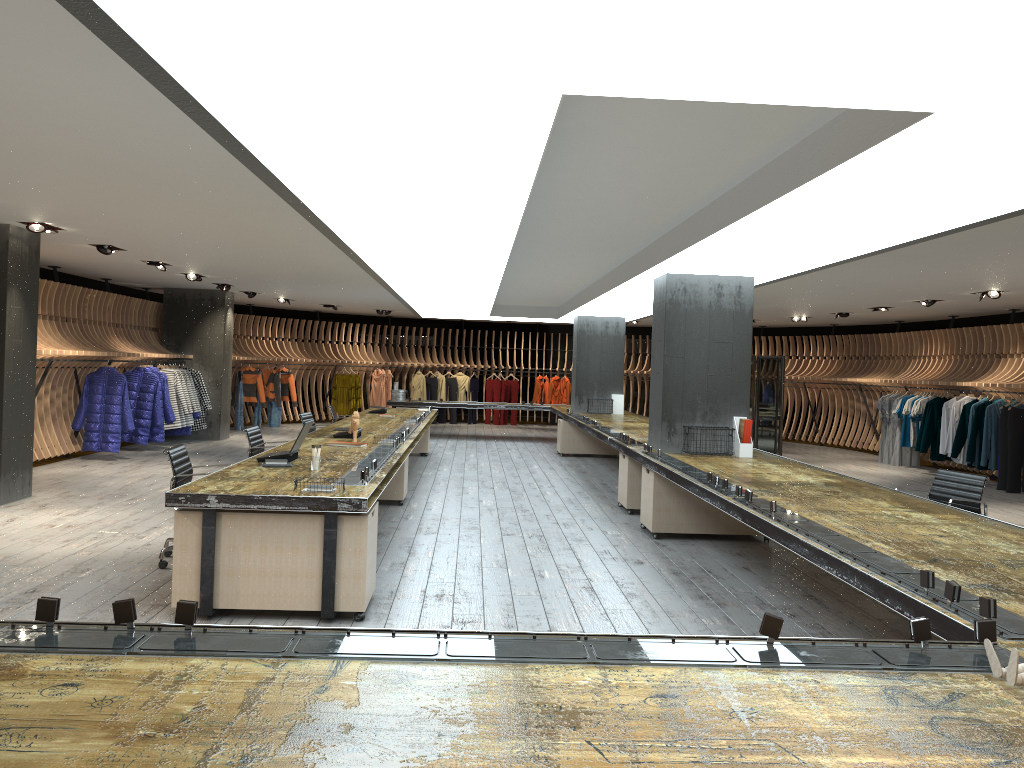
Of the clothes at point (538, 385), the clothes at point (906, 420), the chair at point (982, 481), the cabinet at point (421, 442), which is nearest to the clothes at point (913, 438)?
the clothes at point (906, 420)

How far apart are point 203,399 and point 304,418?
Result: 5.4 meters

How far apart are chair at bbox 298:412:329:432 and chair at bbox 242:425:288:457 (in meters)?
2.35

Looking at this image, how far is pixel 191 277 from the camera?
13.4 meters

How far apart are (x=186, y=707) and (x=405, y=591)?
4.0 meters

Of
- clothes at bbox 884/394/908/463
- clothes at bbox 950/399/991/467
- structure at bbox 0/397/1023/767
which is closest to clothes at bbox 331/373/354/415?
structure at bbox 0/397/1023/767

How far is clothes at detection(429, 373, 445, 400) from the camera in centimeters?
2288cm

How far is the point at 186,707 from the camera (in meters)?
2.03

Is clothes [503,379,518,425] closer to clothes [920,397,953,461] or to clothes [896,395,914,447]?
clothes [896,395,914,447]

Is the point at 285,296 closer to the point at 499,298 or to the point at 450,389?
the point at 499,298
